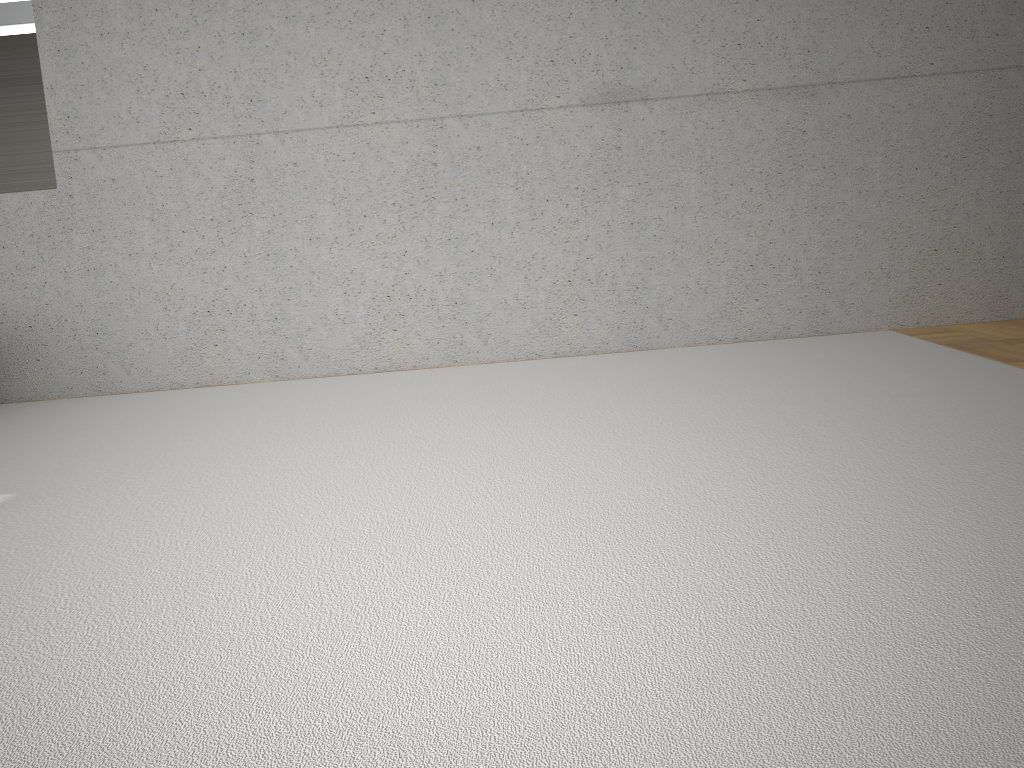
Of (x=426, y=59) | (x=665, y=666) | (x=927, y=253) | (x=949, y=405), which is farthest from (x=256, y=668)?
(x=927, y=253)
